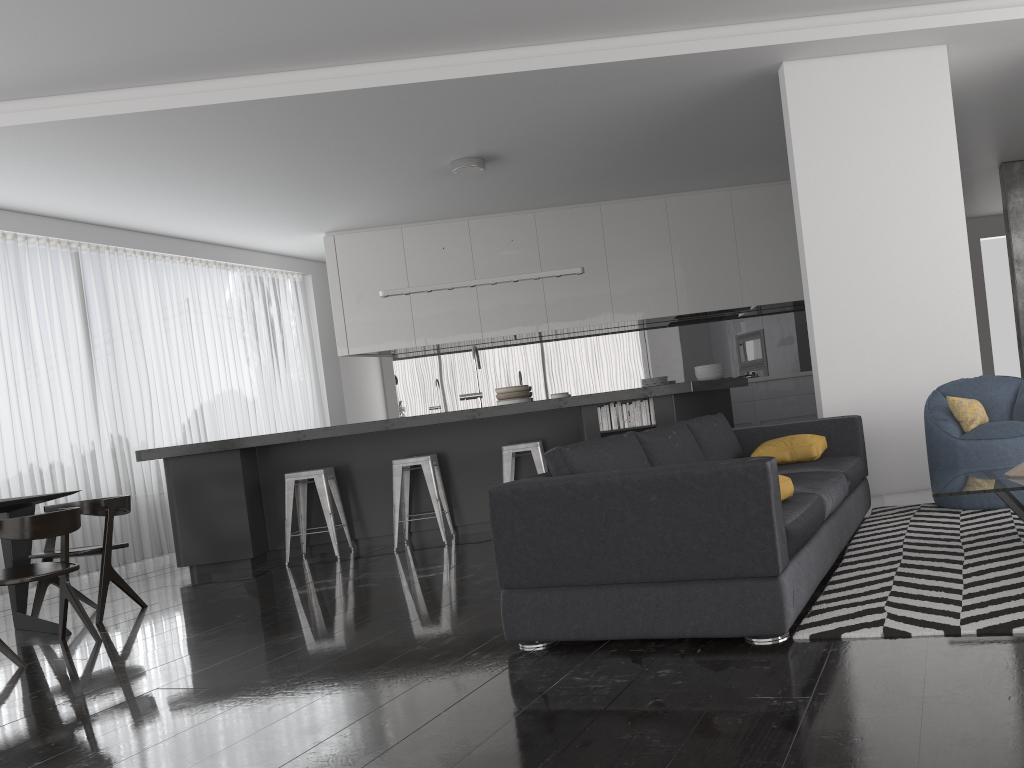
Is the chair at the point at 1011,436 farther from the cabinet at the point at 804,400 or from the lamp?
the cabinet at the point at 804,400

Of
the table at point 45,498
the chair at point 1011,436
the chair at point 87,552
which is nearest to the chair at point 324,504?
the chair at point 87,552

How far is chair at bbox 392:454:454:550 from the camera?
6.4 meters

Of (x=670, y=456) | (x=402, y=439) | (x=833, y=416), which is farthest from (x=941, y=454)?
(x=402, y=439)

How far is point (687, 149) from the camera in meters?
7.7 m

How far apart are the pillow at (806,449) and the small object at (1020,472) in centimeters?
109cm

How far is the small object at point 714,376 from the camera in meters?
7.6 m

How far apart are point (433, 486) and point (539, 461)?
0.8m

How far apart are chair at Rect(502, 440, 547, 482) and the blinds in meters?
3.8

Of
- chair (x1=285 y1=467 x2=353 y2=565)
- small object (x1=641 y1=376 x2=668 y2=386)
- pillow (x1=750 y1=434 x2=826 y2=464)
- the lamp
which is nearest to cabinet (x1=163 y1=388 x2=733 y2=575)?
chair (x1=285 y1=467 x2=353 y2=565)
